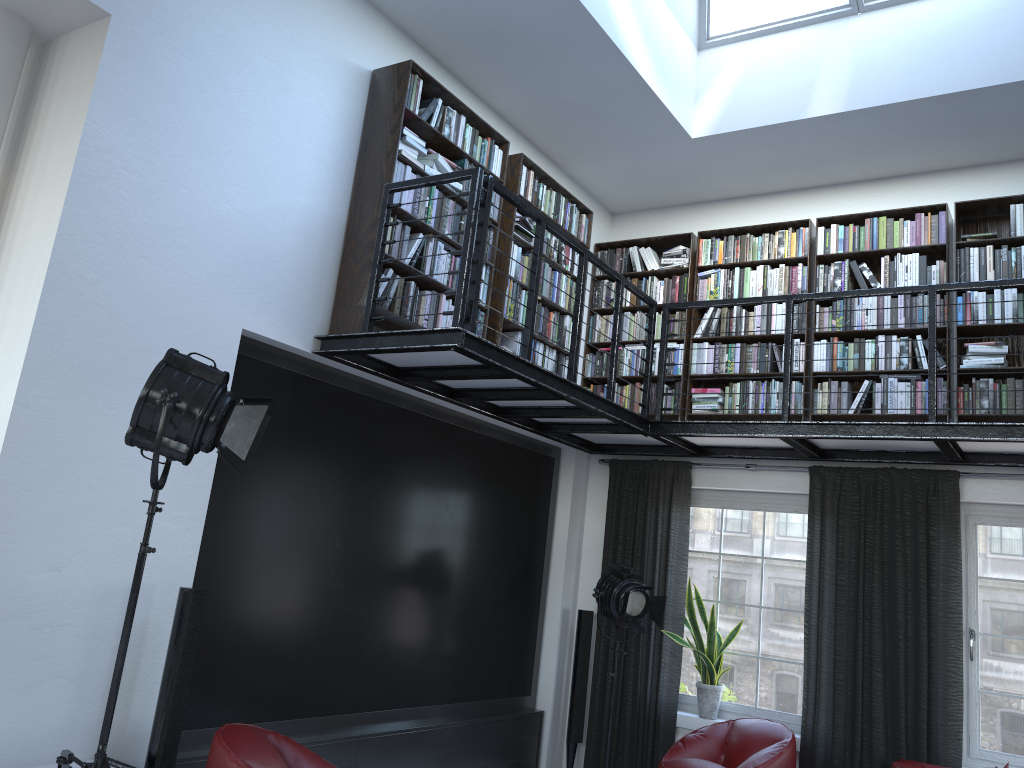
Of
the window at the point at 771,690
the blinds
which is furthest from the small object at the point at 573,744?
the window at the point at 771,690

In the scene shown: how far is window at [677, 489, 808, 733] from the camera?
6.2m

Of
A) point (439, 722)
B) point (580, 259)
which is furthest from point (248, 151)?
point (439, 722)

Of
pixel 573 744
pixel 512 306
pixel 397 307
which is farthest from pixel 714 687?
pixel 397 307

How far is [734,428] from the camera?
5.66m

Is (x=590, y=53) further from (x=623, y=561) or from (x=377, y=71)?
(x=623, y=561)

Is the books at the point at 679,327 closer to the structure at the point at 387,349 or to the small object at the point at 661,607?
the structure at the point at 387,349

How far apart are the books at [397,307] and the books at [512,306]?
0.1 meters

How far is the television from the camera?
4.4 meters

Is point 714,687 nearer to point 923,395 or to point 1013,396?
point 923,395
